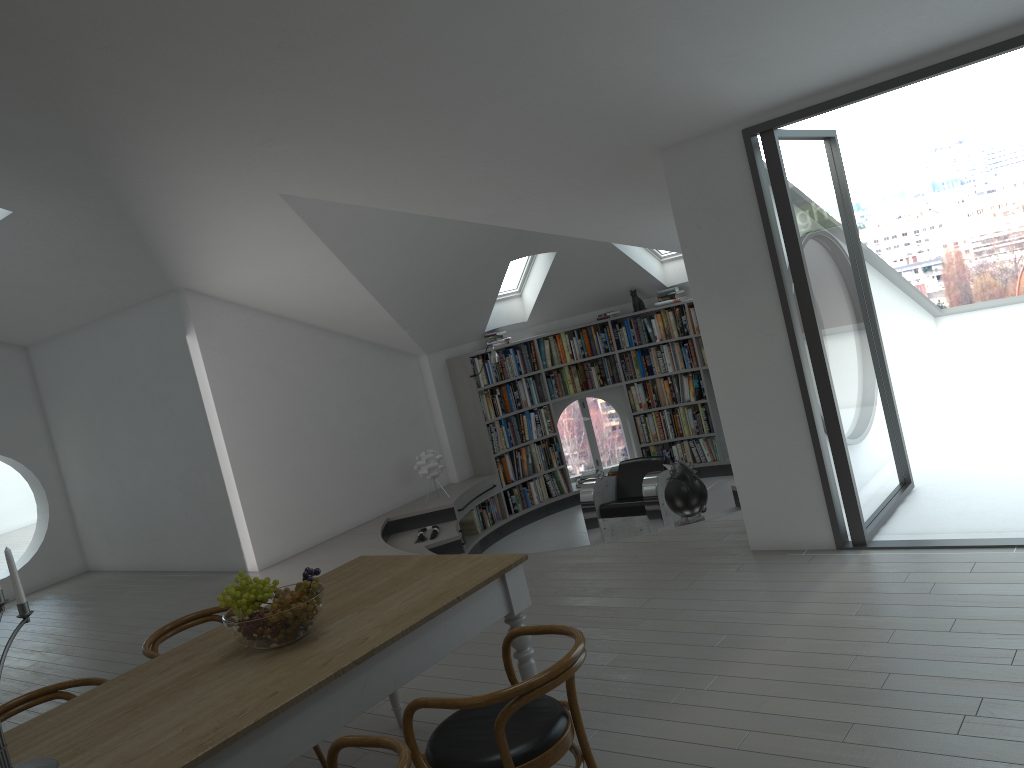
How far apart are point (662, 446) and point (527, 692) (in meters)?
8.23

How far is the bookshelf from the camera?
9.9 meters

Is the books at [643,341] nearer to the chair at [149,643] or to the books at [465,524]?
the books at [465,524]

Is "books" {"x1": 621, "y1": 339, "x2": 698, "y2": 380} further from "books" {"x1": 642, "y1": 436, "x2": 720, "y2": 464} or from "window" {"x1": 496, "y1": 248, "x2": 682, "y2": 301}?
"window" {"x1": 496, "y1": 248, "x2": 682, "y2": 301}

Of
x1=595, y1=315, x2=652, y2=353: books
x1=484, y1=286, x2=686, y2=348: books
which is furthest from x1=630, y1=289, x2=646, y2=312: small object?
x1=484, y1=286, x2=686, y2=348: books

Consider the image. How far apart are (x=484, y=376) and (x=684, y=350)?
2.3 meters

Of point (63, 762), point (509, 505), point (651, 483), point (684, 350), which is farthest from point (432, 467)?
point (63, 762)

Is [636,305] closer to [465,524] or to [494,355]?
[494,355]

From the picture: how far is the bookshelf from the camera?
9.9 meters

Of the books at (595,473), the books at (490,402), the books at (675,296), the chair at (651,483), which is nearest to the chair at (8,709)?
the chair at (651,483)
